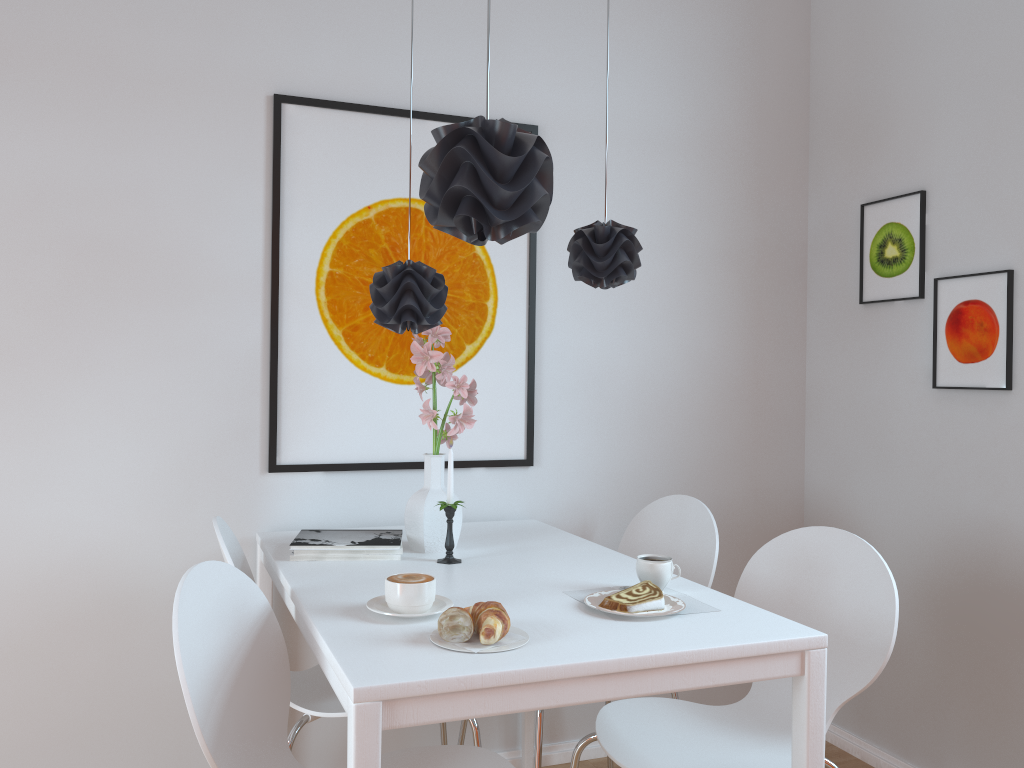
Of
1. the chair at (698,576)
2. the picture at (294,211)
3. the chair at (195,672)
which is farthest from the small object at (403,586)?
the picture at (294,211)

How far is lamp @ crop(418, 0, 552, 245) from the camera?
1.85m

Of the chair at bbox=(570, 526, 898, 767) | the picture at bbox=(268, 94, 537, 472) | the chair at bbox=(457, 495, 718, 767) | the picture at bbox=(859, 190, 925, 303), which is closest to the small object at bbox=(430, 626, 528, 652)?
the chair at bbox=(570, 526, 898, 767)

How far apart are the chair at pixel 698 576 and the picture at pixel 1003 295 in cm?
79

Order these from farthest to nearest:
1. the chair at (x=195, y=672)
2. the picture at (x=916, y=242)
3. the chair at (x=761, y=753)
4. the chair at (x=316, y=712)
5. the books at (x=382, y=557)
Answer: the picture at (x=916, y=242) < the books at (x=382, y=557) < the chair at (x=316, y=712) < the chair at (x=761, y=753) < the chair at (x=195, y=672)

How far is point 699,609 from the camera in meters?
1.7

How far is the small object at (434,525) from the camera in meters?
2.2

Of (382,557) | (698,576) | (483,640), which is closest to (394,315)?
(382,557)

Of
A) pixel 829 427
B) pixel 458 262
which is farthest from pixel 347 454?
pixel 829 427

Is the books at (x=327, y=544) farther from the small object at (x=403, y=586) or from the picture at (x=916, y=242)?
the picture at (x=916, y=242)
